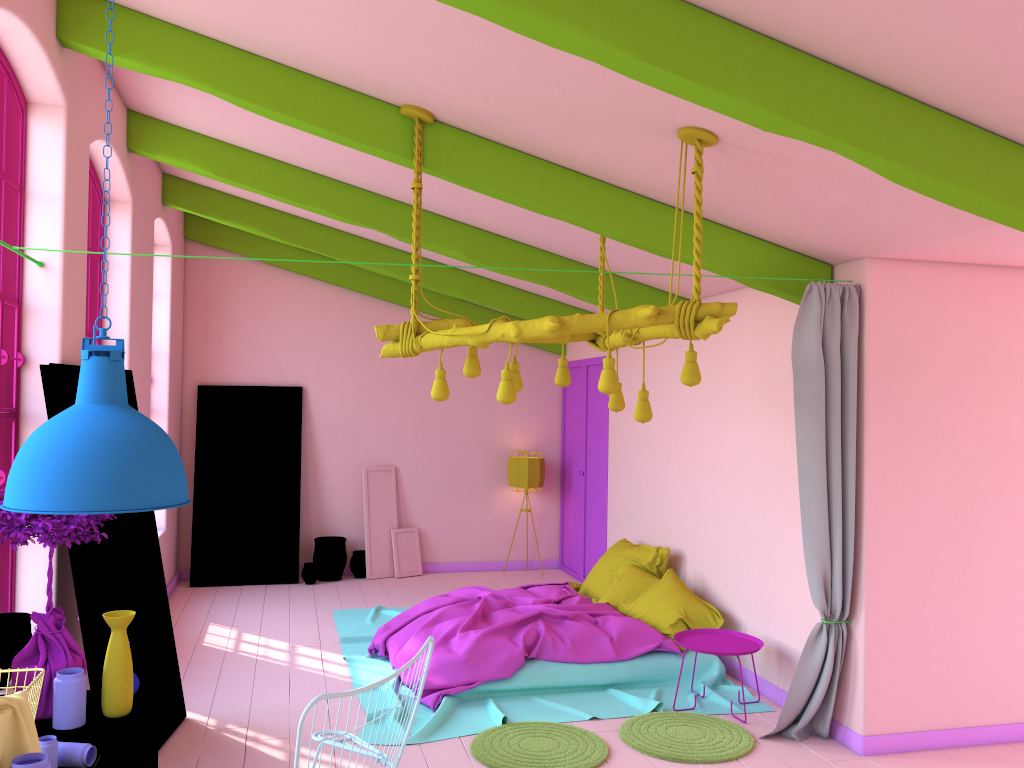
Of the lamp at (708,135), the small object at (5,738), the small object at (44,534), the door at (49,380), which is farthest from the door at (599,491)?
the small object at (5,738)

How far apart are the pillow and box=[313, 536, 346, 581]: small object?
3.0 meters

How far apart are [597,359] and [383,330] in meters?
5.2

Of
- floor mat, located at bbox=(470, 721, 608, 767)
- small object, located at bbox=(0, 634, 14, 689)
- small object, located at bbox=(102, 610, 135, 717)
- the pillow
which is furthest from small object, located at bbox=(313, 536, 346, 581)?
small object, located at bbox=(102, 610, 135, 717)

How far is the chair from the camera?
2.47m

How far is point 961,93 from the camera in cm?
324

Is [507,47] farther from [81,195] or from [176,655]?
[176,655]

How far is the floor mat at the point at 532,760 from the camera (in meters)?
4.97

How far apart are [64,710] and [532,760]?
2.63m

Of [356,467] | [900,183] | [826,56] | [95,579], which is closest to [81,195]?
[95,579]
